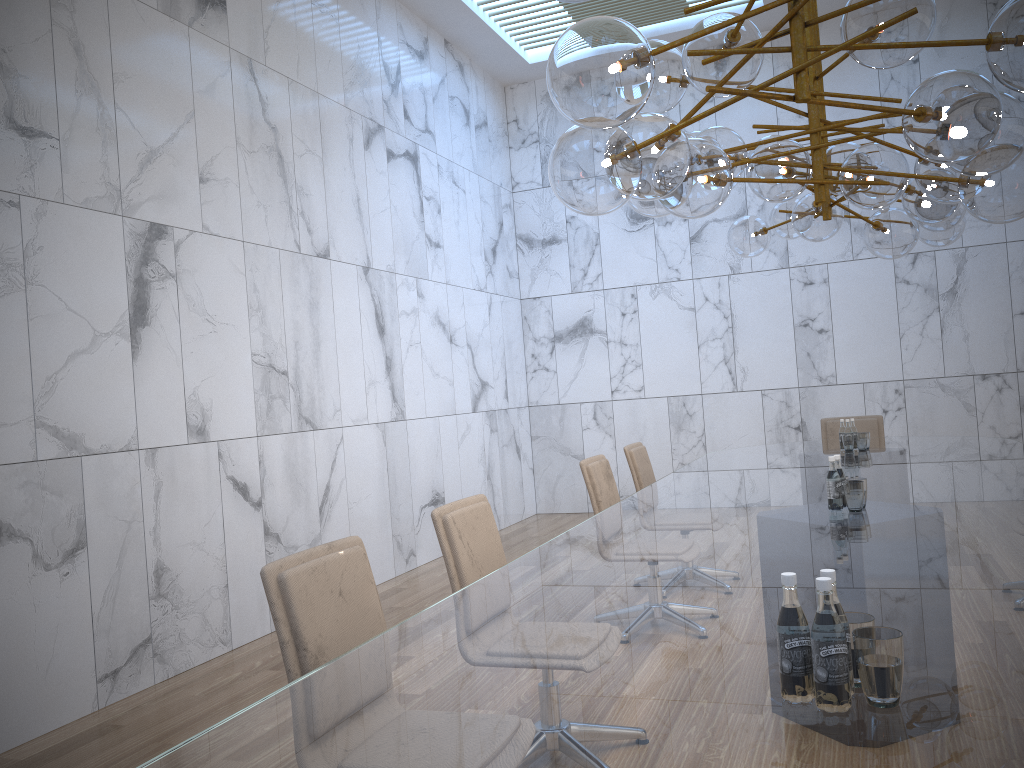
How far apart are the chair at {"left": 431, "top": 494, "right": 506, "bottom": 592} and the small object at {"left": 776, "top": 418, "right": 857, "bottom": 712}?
1.3m

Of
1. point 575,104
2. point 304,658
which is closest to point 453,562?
point 304,658

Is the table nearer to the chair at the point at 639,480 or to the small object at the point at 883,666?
the small object at the point at 883,666

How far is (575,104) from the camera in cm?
226

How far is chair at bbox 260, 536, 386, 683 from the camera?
2.3m

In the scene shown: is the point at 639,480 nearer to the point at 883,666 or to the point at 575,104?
the point at 575,104

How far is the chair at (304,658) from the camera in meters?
2.3

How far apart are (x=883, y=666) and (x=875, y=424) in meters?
6.5 m

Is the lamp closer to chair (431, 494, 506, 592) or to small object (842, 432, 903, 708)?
small object (842, 432, 903, 708)

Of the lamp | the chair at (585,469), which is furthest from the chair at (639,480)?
the lamp
